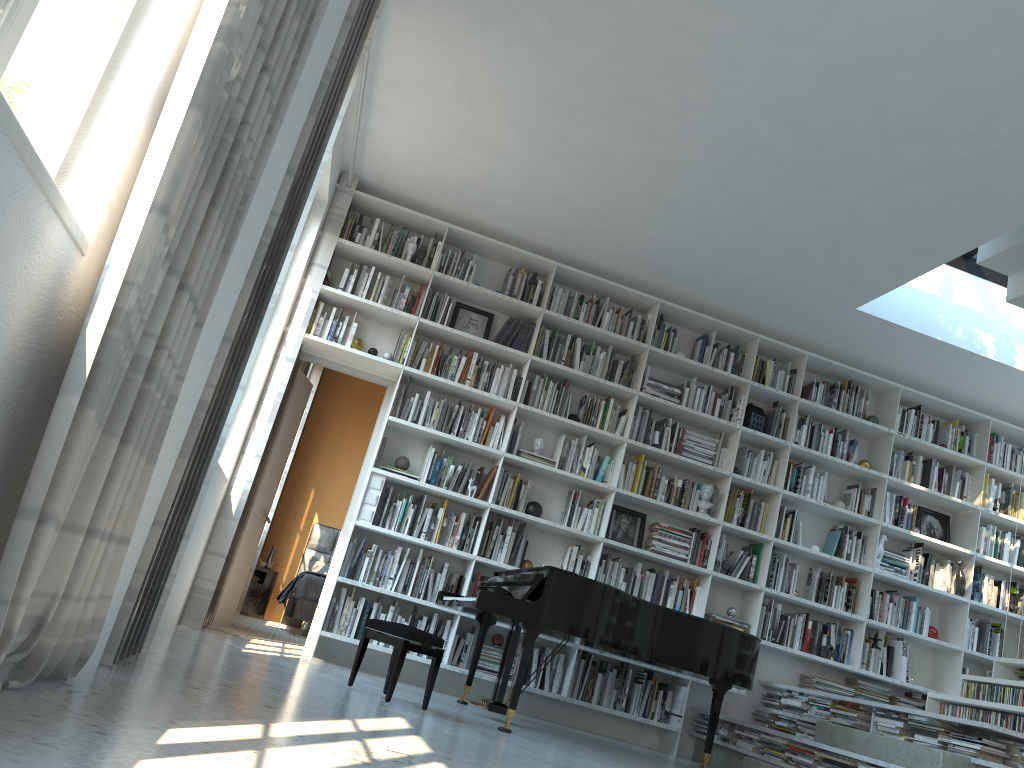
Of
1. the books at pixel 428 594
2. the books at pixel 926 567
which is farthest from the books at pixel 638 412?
the books at pixel 926 567

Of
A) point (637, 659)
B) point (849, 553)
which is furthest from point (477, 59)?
point (849, 553)

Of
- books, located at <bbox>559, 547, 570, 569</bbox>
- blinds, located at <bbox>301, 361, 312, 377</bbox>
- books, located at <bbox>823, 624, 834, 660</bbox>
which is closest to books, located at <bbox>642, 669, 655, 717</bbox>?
books, located at <bbox>559, 547, 570, 569</bbox>

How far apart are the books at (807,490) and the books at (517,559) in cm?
226

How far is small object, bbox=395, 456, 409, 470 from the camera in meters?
6.1 m

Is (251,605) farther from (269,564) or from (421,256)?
(421,256)

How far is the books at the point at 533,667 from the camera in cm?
597

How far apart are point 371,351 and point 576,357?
1.50m

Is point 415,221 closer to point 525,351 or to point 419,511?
point 525,351

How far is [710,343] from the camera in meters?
6.9
